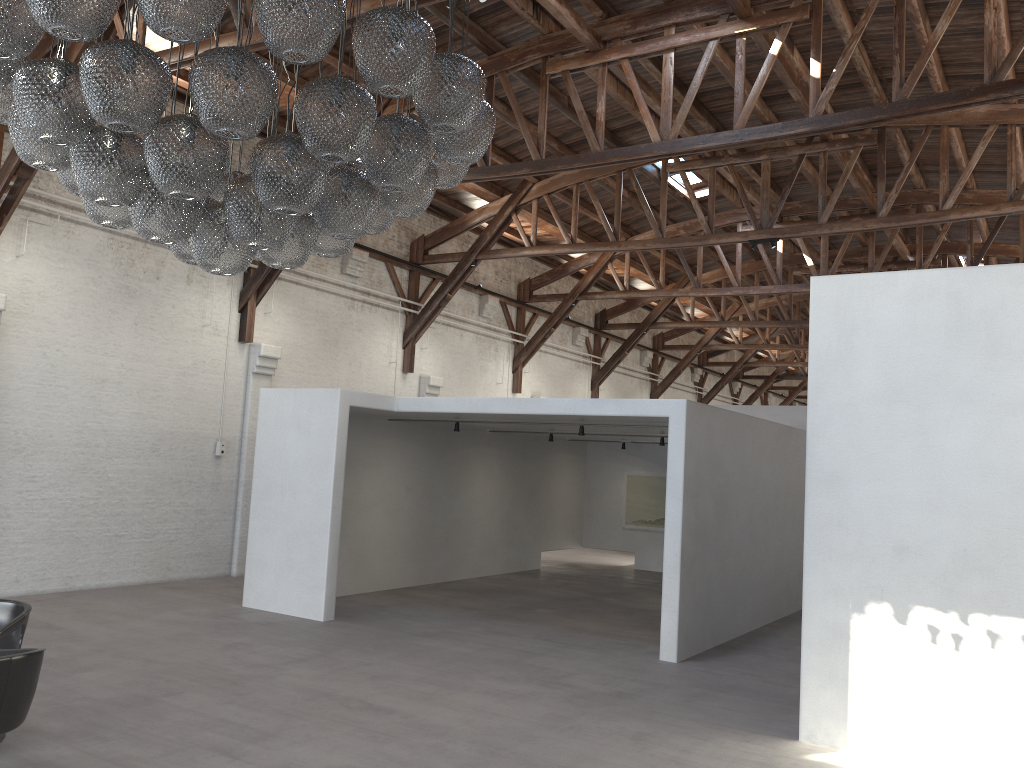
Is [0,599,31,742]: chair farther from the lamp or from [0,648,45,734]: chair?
the lamp

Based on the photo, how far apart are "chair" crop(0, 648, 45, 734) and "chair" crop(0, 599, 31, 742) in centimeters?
60cm

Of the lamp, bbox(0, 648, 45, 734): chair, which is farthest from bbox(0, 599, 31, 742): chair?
the lamp

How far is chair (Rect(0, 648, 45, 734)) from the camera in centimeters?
412cm

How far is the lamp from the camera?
3.5m

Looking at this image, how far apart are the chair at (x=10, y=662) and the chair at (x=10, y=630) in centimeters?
60cm

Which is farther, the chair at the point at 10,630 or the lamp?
the chair at the point at 10,630

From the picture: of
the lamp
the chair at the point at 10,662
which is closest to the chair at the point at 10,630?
the chair at the point at 10,662

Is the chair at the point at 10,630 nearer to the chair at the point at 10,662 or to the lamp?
the chair at the point at 10,662

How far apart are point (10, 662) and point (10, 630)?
1.22m
